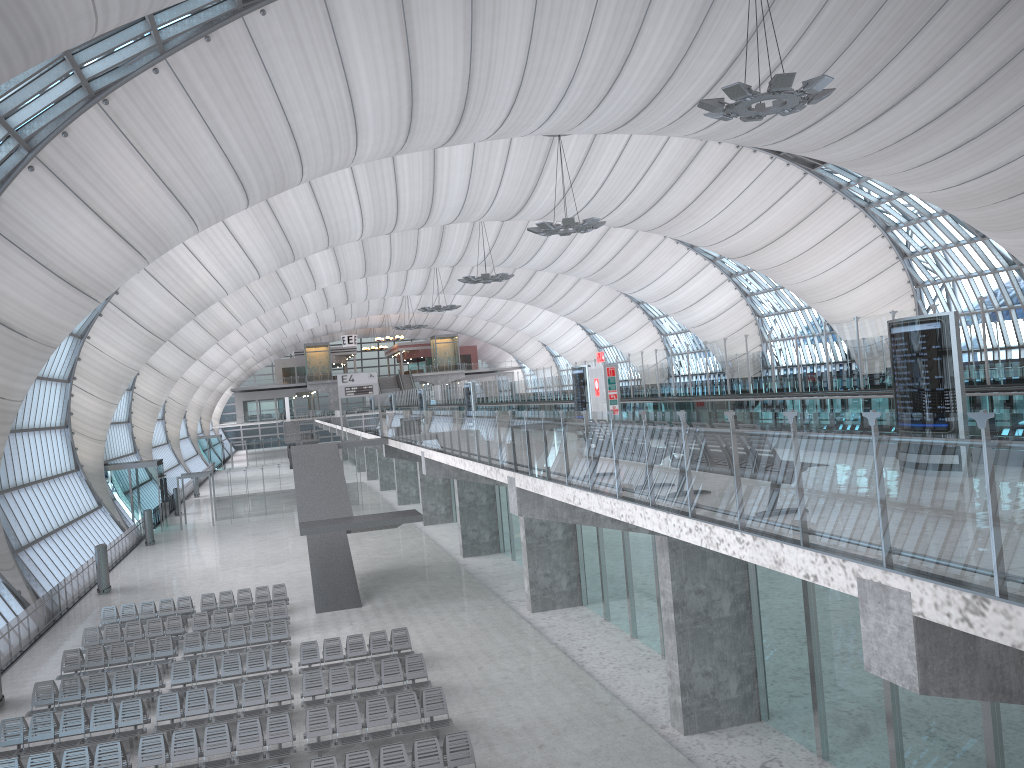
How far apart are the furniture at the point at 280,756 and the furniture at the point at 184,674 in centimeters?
325cm

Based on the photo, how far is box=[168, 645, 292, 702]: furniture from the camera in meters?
20.0 m

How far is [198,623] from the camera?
24.9m

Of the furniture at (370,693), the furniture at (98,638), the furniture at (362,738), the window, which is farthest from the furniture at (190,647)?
the window

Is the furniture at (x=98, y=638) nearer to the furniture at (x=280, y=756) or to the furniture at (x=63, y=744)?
the furniture at (x=63, y=744)

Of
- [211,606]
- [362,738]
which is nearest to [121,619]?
[211,606]

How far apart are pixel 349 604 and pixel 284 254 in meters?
25.5 m

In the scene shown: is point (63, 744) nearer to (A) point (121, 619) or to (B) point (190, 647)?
(B) point (190, 647)

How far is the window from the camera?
22.0m

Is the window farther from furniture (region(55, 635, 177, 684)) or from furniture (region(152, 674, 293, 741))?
furniture (region(152, 674, 293, 741))
